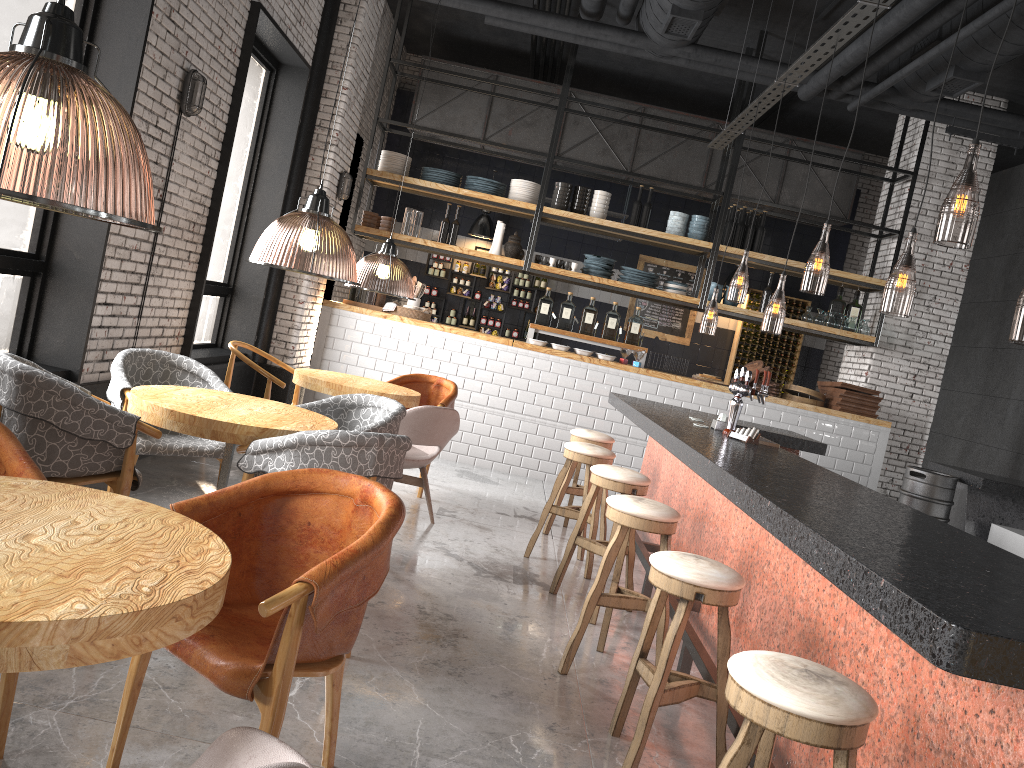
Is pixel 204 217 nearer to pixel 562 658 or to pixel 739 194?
pixel 739 194

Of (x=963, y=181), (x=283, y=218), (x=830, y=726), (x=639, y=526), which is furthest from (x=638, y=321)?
(x=830, y=726)

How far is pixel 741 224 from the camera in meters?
9.4

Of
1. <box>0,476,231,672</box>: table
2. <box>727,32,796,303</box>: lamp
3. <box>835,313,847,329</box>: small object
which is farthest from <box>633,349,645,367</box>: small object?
<box>0,476,231,672</box>: table

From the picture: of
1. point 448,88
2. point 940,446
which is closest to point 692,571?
point 448,88

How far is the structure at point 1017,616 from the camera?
1.8m

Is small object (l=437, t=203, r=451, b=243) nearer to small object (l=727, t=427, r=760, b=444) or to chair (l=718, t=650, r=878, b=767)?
small object (l=727, t=427, r=760, b=444)

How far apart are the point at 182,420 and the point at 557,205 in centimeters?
642cm

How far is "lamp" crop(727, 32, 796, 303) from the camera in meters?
12.6

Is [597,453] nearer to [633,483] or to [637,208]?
[633,483]
